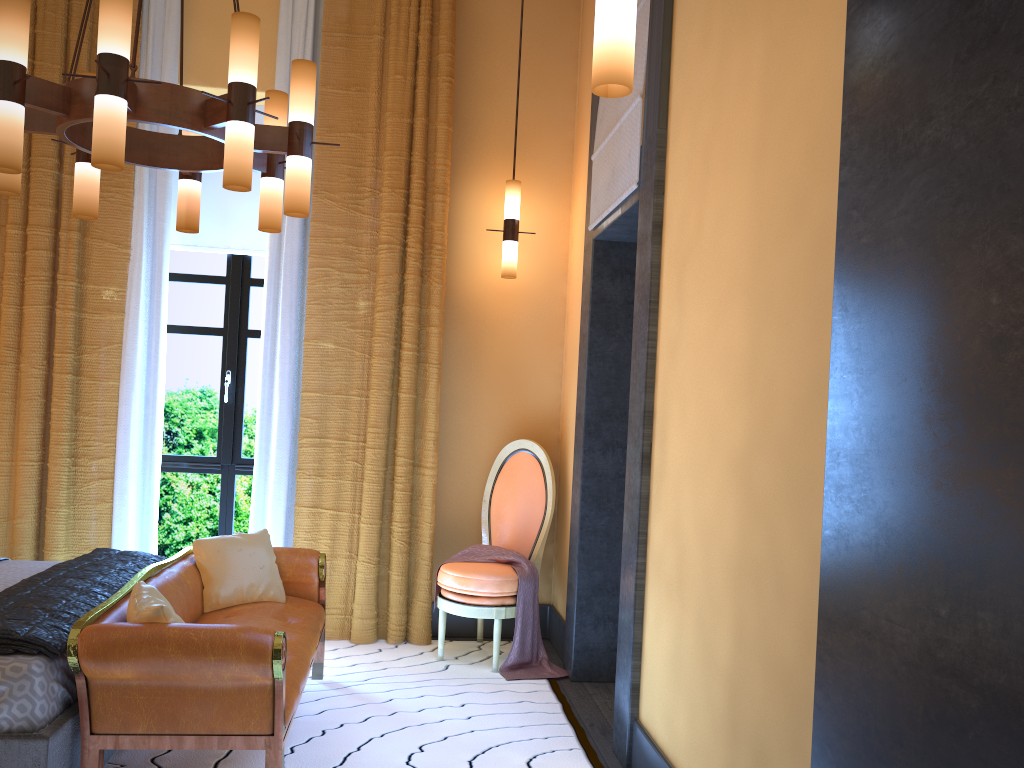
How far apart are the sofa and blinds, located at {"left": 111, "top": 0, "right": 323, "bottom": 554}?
0.7m

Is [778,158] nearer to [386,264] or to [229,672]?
[229,672]

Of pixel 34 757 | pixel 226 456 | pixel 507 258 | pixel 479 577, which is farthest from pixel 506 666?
pixel 34 757

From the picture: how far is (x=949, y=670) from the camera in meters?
1.1

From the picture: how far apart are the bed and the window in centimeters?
130cm

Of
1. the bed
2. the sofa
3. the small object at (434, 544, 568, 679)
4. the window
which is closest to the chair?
the small object at (434, 544, 568, 679)

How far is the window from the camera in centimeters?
512cm

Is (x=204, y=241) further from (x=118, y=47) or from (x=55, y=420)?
(x=118, y=47)

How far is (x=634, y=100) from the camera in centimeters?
357cm

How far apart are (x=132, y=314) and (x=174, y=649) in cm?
261
